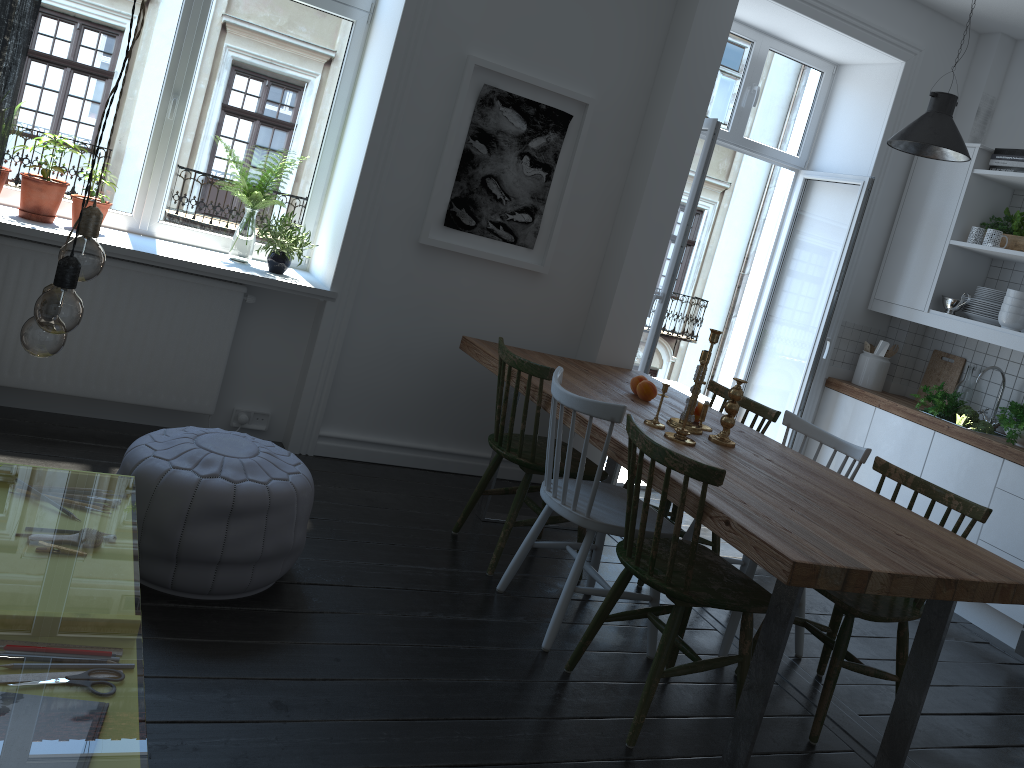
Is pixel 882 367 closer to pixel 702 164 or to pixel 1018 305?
pixel 1018 305

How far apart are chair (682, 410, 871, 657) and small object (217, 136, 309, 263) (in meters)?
2.29

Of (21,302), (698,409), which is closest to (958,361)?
(698,409)

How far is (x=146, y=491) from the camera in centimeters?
256cm

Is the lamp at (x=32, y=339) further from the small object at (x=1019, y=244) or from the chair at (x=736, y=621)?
the small object at (x=1019, y=244)

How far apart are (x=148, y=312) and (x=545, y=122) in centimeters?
197cm

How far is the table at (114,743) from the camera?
8.8 meters

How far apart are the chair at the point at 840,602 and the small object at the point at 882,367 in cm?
214

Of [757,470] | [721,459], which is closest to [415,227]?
[721,459]

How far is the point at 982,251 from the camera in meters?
4.8
